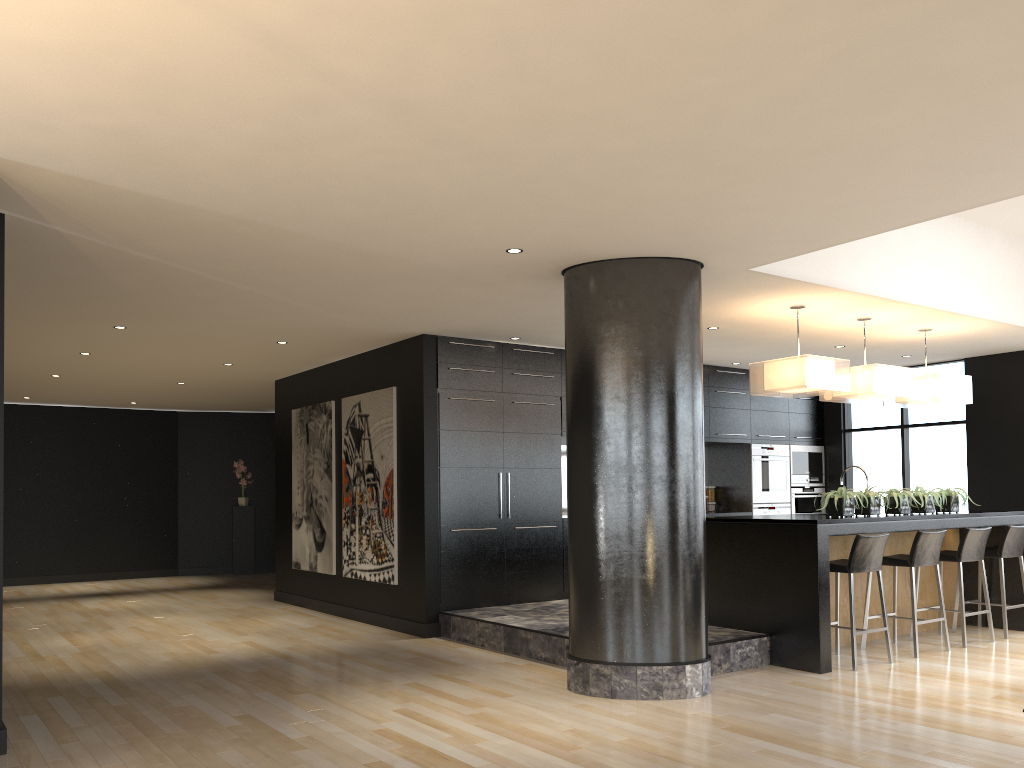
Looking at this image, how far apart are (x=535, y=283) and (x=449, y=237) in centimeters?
124cm

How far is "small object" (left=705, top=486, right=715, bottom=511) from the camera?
10.74m

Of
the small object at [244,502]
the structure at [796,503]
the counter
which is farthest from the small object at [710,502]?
the small object at [244,502]

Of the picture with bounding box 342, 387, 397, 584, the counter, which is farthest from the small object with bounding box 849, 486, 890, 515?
the picture with bounding box 342, 387, 397, 584

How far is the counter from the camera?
6.2m

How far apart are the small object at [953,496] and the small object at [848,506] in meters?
1.4 m

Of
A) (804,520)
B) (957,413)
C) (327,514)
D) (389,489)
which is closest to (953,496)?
(804,520)

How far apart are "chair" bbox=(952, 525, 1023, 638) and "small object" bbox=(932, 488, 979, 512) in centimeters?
42cm

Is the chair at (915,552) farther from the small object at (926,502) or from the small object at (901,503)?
the small object at (926,502)

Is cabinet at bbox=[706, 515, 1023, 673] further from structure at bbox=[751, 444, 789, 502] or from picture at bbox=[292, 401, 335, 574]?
picture at bbox=[292, 401, 335, 574]
